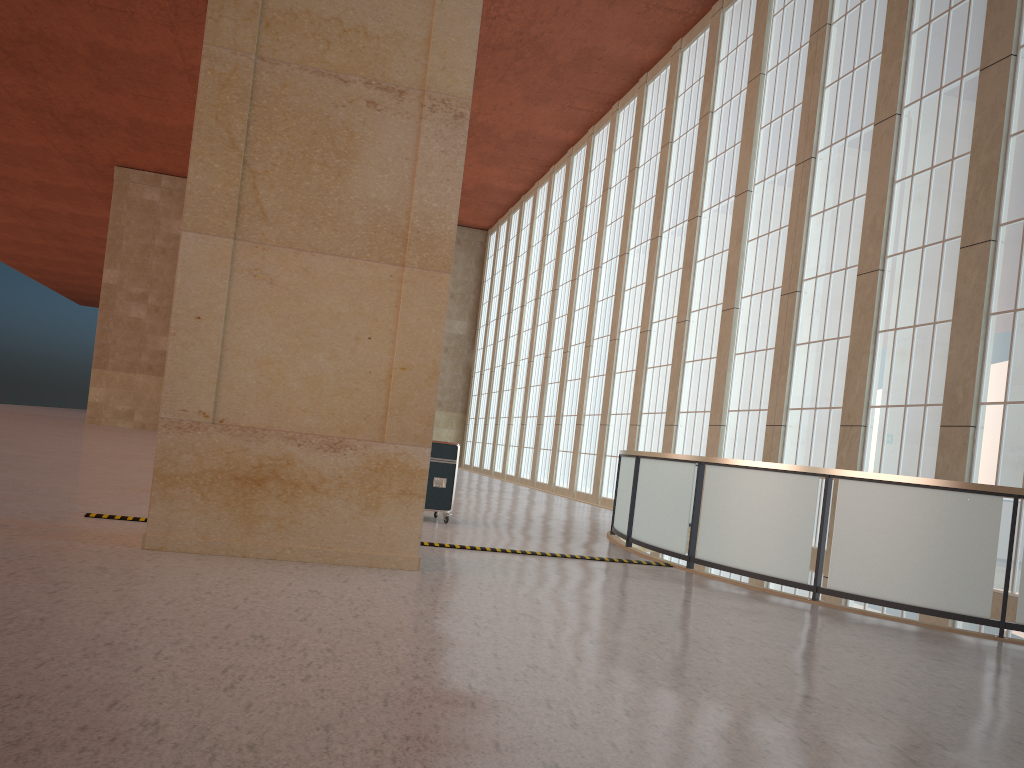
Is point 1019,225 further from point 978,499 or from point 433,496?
point 433,496

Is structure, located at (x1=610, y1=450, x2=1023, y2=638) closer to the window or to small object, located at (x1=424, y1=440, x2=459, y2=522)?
the window

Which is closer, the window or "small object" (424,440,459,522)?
the window

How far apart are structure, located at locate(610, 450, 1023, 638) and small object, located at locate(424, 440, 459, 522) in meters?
3.2

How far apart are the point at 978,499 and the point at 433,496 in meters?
9.3

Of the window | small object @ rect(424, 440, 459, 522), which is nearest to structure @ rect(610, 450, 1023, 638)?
the window

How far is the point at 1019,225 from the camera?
16.3 meters

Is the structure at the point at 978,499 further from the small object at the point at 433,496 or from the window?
the small object at the point at 433,496

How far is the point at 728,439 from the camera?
25.9m

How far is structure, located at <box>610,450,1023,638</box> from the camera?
10.4 meters
